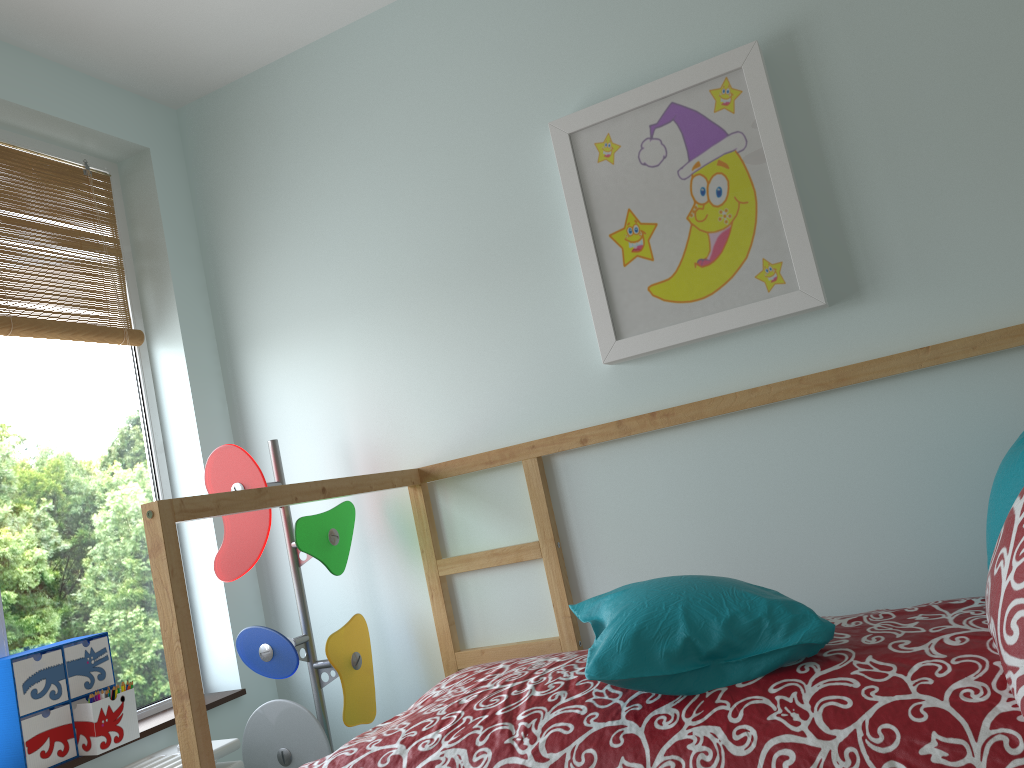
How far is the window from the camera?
2.07m

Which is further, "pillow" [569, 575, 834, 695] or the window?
the window

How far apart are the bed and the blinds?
0.9 meters

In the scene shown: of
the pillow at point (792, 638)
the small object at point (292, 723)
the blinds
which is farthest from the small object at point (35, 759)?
the pillow at point (792, 638)

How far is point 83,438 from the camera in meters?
2.3 m

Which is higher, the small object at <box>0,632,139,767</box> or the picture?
the picture

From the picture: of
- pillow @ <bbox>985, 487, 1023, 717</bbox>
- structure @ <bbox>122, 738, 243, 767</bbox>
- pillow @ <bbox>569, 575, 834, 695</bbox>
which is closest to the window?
structure @ <bbox>122, 738, 243, 767</bbox>

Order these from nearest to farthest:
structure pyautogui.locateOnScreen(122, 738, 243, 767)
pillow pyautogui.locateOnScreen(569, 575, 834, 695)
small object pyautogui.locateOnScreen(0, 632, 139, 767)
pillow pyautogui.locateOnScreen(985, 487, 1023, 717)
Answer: pillow pyautogui.locateOnScreen(985, 487, 1023, 717) → pillow pyautogui.locateOnScreen(569, 575, 834, 695) → small object pyautogui.locateOnScreen(0, 632, 139, 767) → structure pyautogui.locateOnScreen(122, 738, 243, 767)

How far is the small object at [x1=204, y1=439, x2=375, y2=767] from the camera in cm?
207

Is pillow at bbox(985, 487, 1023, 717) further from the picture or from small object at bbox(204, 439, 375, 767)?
small object at bbox(204, 439, 375, 767)
